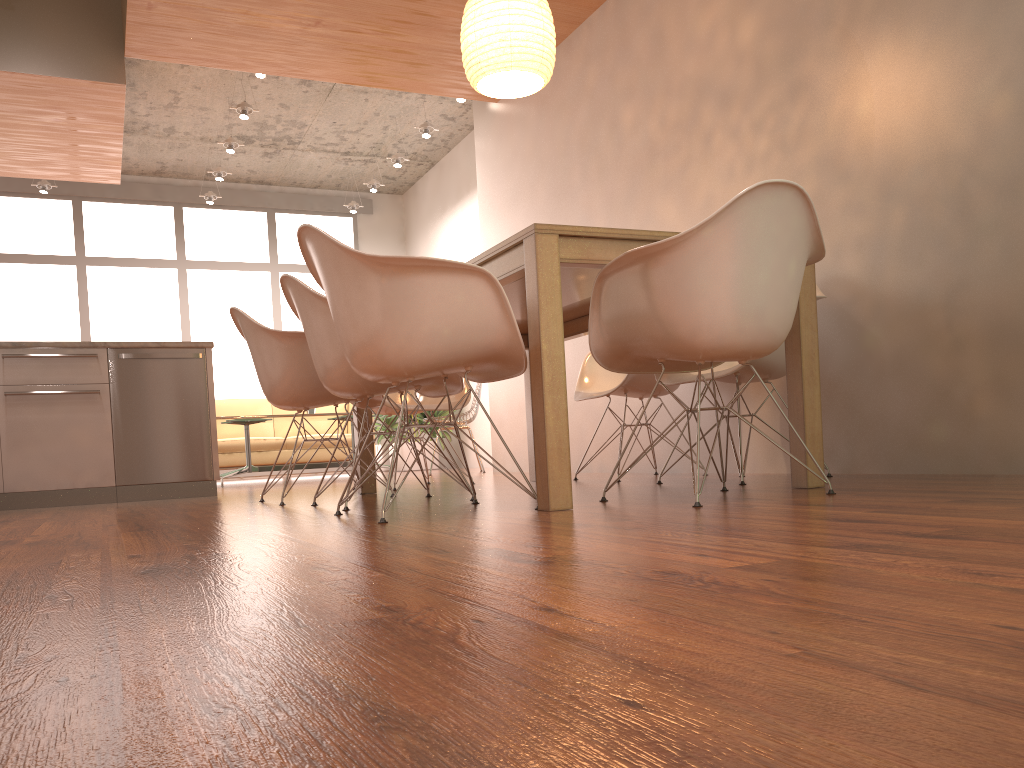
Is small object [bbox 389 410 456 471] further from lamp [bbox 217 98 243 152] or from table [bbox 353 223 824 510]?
table [bbox 353 223 824 510]

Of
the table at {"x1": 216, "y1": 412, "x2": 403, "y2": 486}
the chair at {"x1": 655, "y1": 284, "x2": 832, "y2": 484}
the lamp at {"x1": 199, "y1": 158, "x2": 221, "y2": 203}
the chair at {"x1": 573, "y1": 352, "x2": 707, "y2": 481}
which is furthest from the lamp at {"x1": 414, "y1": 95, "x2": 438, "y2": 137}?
the chair at {"x1": 655, "y1": 284, "x2": 832, "y2": 484}

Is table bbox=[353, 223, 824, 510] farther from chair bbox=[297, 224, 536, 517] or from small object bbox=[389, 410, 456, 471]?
small object bbox=[389, 410, 456, 471]

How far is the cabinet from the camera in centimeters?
471cm

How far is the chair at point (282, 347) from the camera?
3.7 meters

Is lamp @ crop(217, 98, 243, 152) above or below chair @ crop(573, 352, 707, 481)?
above

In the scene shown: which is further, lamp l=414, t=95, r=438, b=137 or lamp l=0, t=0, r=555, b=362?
lamp l=414, t=95, r=438, b=137

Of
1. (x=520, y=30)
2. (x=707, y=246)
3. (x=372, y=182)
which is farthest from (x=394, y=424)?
(x=707, y=246)

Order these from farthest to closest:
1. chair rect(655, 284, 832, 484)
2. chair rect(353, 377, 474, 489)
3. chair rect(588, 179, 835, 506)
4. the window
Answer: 1. the window
2. chair rect(353, 377, 474, 489)
3. chair rect(655, 284, 832, 484)
4. chair rect(588, 179, 835, 506)

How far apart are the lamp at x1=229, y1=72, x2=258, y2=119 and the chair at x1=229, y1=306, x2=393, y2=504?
3.80m
